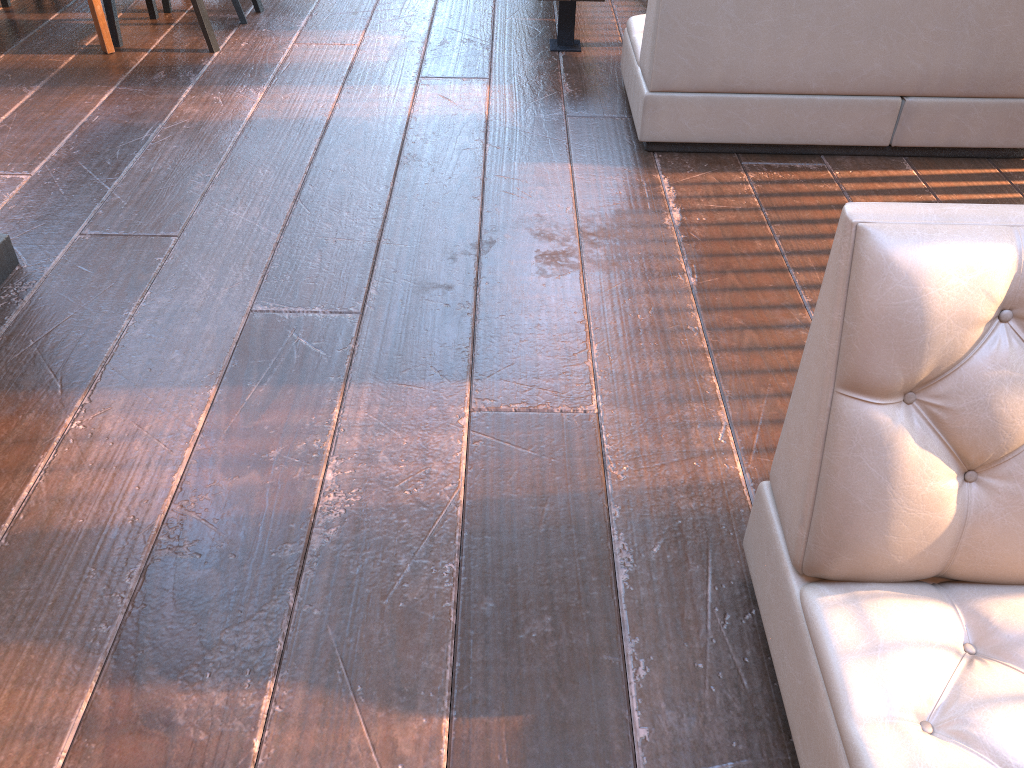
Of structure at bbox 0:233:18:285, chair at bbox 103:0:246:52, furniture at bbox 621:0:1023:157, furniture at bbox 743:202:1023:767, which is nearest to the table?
chair at bbox 103:0:246:52

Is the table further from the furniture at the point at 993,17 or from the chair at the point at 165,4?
the furniture at the point at 993,17

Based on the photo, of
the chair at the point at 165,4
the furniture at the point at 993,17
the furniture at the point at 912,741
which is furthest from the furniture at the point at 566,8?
the furniture at the point at 912,741

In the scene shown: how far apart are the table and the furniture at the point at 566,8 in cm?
204

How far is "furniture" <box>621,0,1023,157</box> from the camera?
3.01m

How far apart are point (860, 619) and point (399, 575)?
0.89m

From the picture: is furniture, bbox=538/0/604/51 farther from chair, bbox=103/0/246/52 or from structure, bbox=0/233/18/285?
structure, bbox=0/233/18/285

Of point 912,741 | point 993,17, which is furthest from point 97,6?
point 912,741

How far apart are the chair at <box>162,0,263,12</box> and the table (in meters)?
0.60

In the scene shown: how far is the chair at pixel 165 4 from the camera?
4.50m
